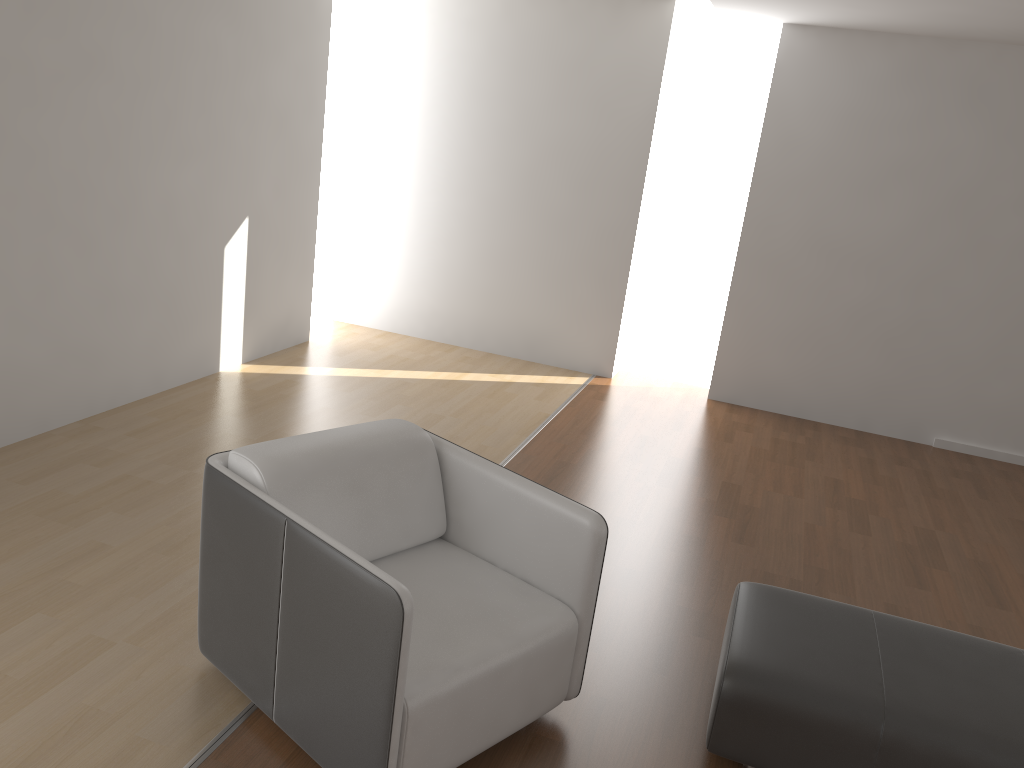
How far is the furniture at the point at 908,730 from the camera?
2.3m

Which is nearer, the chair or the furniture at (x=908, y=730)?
the chair

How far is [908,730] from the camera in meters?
2.3 m

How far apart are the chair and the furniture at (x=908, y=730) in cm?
38

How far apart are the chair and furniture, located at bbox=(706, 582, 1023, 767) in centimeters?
38cm

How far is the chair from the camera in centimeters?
208cm

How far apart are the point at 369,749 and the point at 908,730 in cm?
138

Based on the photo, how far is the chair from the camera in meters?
2.1
